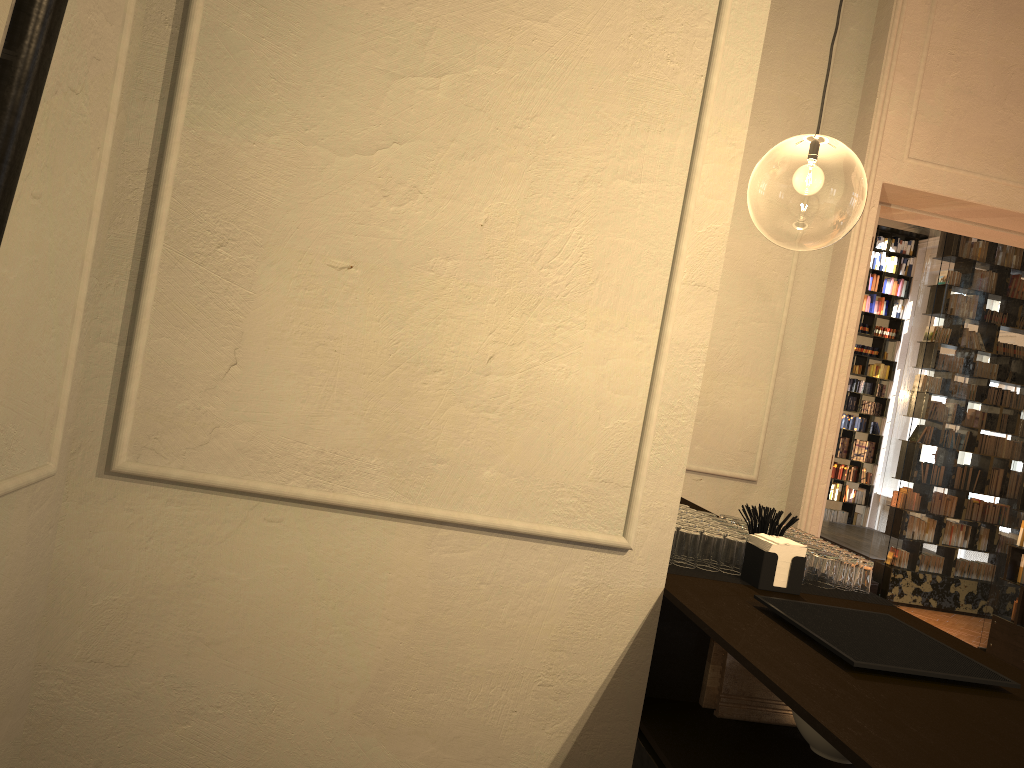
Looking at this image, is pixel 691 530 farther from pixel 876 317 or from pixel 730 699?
pixel 876 317

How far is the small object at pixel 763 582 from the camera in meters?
2.3 m

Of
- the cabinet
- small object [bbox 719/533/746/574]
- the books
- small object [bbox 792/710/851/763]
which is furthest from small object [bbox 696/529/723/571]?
the books

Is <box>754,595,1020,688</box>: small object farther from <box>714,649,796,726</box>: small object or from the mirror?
the mirror

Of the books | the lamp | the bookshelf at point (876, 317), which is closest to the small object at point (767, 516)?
the lamp

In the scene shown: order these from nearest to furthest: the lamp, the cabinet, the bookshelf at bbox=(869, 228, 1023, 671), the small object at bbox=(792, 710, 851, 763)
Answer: the cabinet → the small object at bbox=(792, 710, 851, 763) → the bookshelf at bbox=(869, 228, 1023, 671) → the lamp

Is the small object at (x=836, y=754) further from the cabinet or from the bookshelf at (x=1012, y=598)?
the bookshelf at (x=1012, y=598)

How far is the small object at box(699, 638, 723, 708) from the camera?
2.3m

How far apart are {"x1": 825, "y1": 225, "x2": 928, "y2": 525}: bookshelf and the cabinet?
11.9m

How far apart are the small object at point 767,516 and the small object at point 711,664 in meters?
0.4
